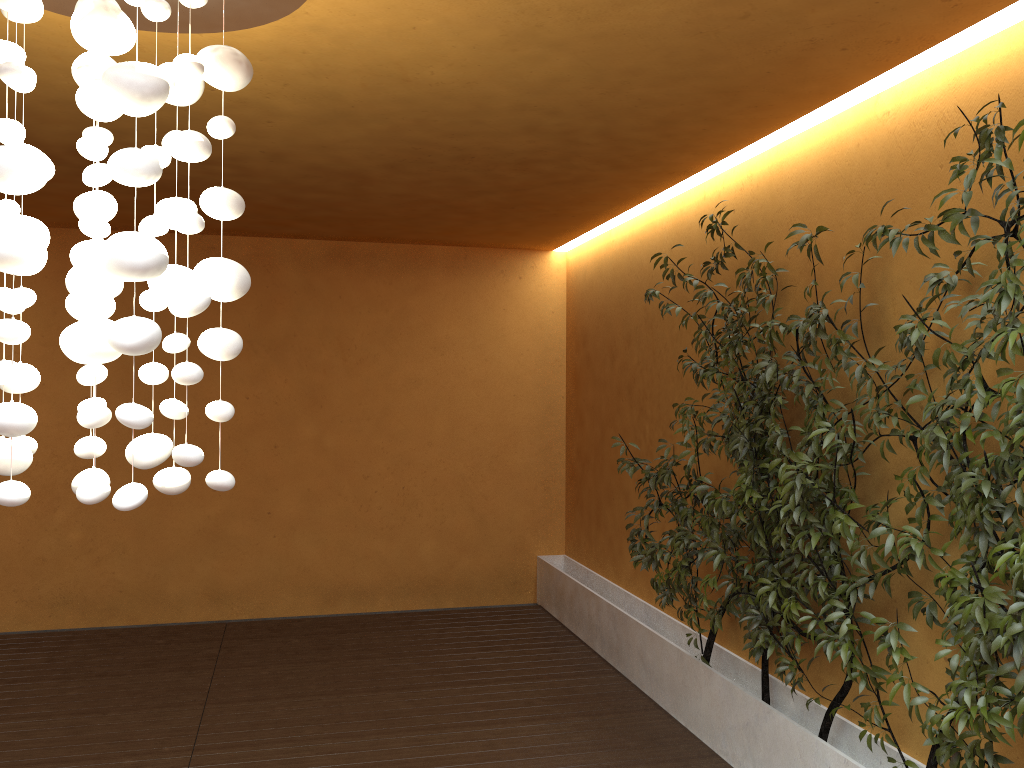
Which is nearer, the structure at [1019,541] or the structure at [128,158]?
the structure at [128,158]

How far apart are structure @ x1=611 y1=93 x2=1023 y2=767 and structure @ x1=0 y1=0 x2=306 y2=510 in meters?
1.9 m

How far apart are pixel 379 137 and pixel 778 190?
1.95m

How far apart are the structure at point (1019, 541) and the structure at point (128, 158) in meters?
1.9 m

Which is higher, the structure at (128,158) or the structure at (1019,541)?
the structure at (128,158)

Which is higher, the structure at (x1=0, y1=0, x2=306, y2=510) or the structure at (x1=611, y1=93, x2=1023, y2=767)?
the structure at (x1=0, y1=0, x2=306, y2=510)

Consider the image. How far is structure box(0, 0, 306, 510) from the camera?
2.04m

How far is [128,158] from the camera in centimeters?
204cm

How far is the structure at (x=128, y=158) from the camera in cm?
204

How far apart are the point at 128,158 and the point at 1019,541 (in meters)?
2.60
